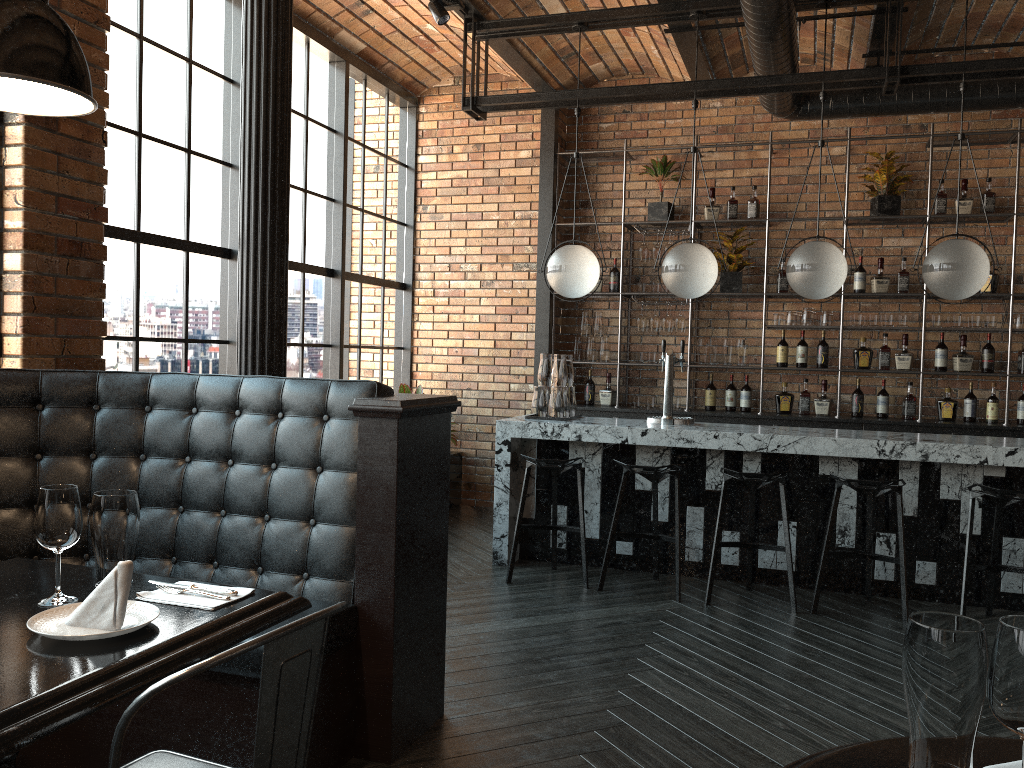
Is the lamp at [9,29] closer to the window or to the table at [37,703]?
the table at [37,703]

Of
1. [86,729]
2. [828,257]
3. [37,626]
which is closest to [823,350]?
[828,257]

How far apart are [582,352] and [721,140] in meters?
2.1 m

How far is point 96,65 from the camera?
4.1 meters

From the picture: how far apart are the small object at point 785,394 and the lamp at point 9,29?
5.93m

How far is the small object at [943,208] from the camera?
6.5m

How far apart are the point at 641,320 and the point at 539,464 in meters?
2.5

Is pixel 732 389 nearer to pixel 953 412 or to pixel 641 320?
pixel 641 320

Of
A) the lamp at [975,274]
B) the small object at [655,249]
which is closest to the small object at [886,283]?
the small object at [655,249]

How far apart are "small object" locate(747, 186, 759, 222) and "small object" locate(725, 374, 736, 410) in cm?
136
